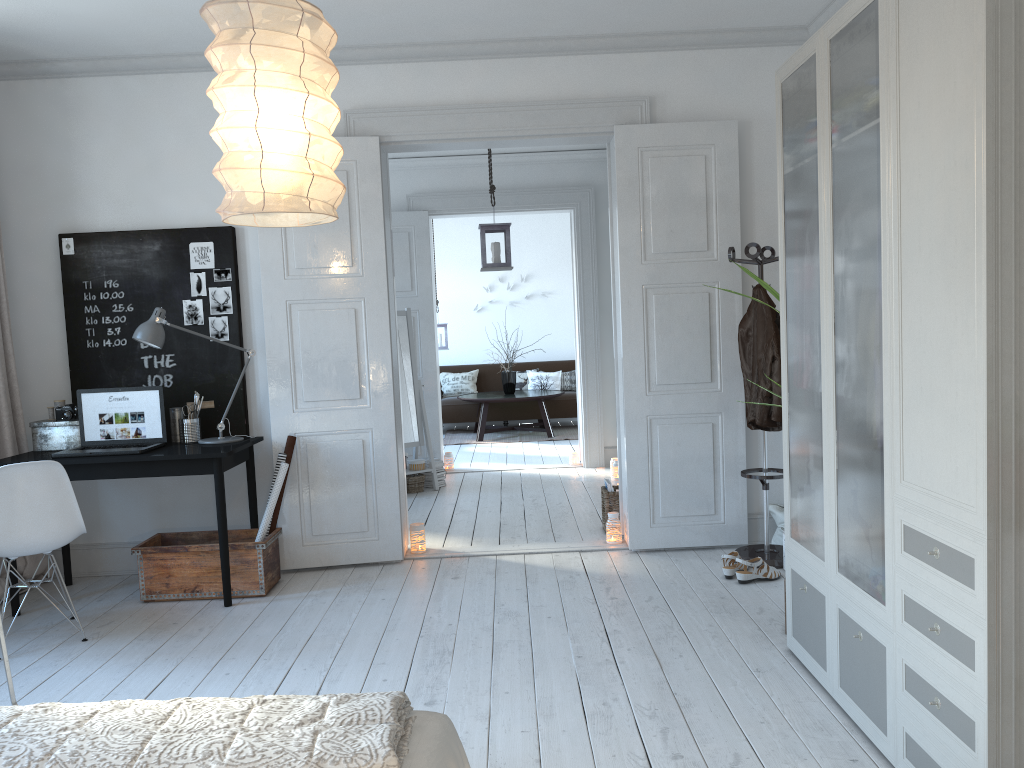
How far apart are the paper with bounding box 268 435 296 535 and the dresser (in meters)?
2.63

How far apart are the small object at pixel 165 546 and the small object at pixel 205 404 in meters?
0.7

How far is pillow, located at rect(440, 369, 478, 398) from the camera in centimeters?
1147cm

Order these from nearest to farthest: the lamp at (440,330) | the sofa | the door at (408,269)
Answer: the door at (408,269) → the lamp at (440,330) → the sofa

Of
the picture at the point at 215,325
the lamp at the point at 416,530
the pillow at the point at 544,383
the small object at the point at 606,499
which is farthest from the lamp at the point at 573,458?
the picture at the point at 215,325

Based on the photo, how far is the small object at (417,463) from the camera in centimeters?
714cm

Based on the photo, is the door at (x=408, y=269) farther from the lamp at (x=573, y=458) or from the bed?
the bed

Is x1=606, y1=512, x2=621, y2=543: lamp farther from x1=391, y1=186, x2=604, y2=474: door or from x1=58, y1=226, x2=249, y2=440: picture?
x1=391, y1=186, x2=604, y2=474: door

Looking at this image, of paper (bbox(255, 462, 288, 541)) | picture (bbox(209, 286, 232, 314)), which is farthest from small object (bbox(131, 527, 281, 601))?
picture (bbox(209, 286, 232, 314))

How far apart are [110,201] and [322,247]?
1.2m
